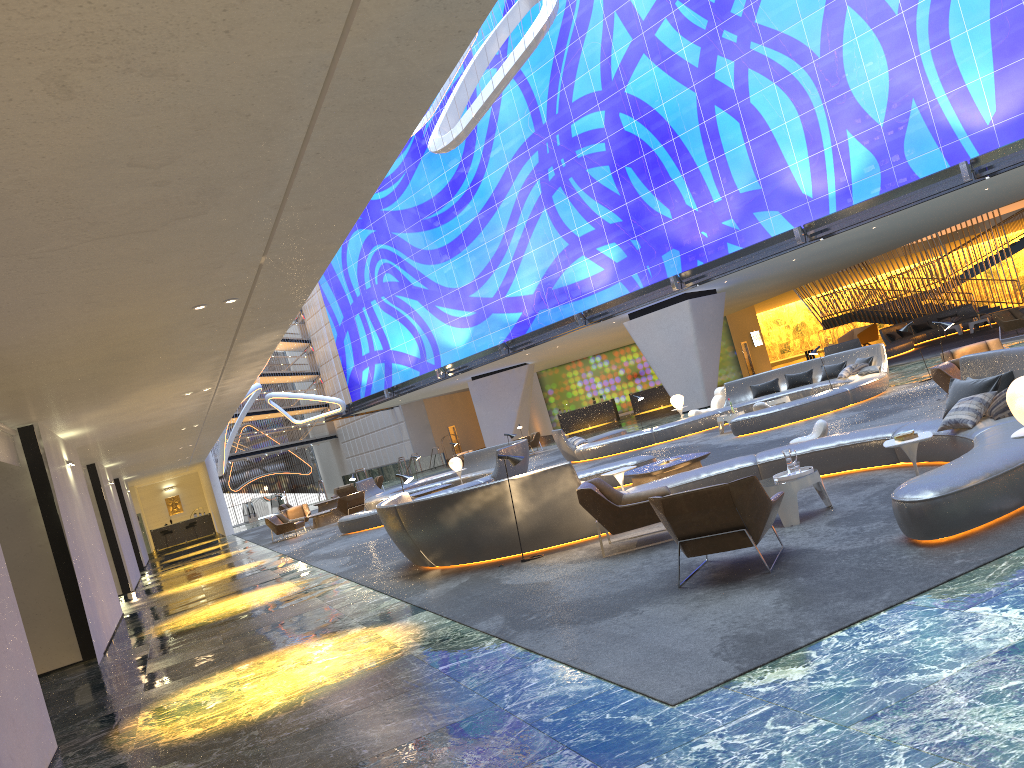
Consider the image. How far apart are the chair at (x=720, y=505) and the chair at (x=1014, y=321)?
20.29m

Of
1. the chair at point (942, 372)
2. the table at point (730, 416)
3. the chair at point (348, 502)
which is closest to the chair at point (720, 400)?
the table at point (730, 416)

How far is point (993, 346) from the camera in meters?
14.3

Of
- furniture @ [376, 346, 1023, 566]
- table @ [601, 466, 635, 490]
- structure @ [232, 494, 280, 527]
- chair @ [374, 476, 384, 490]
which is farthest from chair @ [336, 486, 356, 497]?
table @ [601, 466, 635, 490]

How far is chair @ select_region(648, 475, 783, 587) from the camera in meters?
6.7 m

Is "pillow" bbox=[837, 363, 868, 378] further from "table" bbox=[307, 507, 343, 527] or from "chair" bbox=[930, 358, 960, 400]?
"table" bbox=[307, 507, 343, 527]

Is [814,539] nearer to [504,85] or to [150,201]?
[150,201]

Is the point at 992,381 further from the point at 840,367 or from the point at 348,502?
the point at 348,502

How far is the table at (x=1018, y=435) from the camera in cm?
616

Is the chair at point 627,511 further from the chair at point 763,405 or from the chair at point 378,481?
the chair at point 378,481
